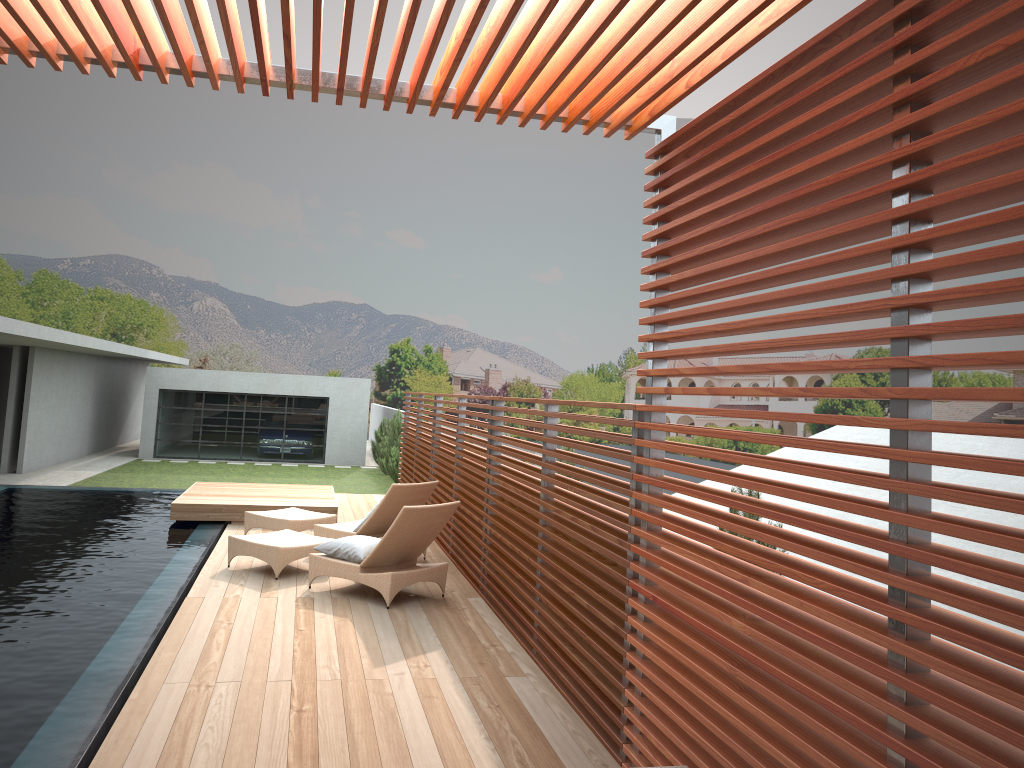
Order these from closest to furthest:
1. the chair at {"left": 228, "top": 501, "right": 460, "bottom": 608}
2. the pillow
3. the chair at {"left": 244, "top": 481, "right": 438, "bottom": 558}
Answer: the chair at {"left": 228, "top": 501, "right": 460, "bottom": 608}
the pillow
the chair at {"left": 244, "top": 481, "right": 438, "bottom": 558}

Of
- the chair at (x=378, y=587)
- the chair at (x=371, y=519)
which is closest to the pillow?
the chair at (x=378, y=587)

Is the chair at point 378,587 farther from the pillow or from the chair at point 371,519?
the chair at point 371,519

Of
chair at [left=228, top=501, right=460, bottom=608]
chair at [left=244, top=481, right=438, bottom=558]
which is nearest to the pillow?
chair at [left=228, top=501, right=460, bottom=608]

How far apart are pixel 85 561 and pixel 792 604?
7.5m

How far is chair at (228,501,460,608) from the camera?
7.3 meters

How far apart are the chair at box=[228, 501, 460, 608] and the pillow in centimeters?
5cm

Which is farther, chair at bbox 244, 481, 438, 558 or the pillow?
chair at bbox 244, 481, 438, 558

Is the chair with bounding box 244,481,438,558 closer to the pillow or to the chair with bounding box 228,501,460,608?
the chair with bounding box 228,501,460,608

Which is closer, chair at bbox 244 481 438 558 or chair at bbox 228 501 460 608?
chair at bbox 228 501 460 608
